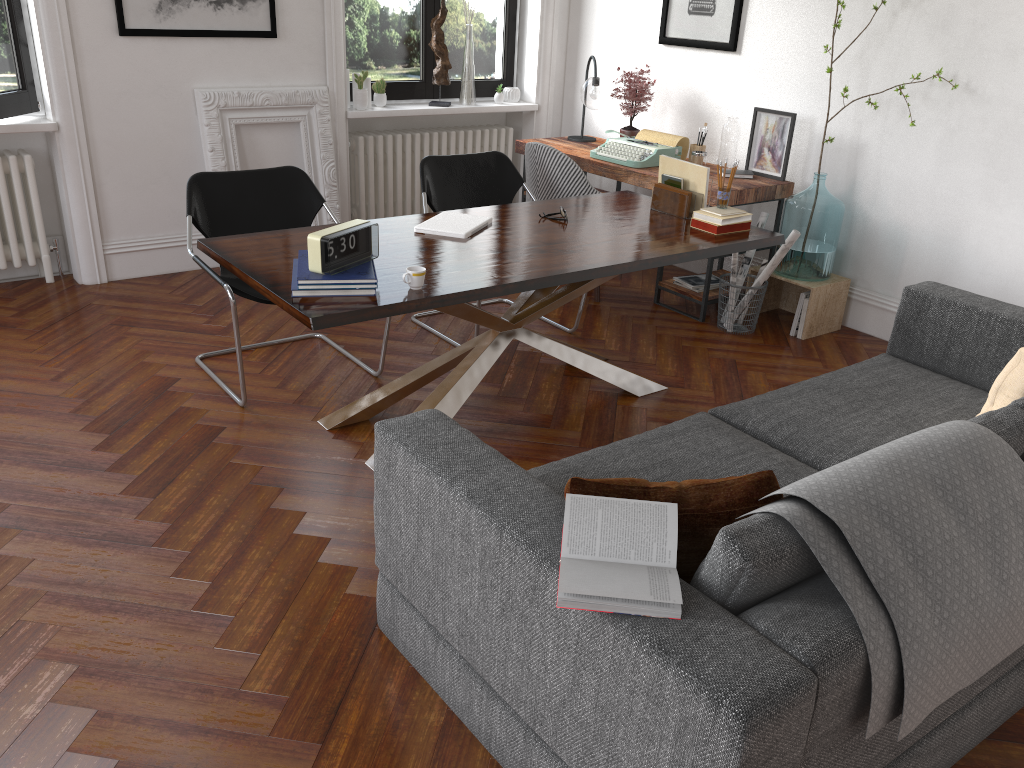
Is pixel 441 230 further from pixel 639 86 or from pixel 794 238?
pixel 639 86

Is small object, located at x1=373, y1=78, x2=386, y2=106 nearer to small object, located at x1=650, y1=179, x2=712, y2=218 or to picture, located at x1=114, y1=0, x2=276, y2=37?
picture, located at x1=114, y1=0, x2=276, y2=37

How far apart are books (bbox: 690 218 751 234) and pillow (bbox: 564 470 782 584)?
2.13m

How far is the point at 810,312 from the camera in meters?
4.8 m

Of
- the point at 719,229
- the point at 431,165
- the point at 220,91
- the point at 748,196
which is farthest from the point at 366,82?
the point at 719,229

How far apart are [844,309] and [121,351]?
3.8m

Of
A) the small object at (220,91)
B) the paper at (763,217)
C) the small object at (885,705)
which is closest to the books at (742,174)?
the paper at (763,217)

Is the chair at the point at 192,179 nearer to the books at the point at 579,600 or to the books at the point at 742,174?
the books at the point at 579,600

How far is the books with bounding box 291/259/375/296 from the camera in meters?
2.8

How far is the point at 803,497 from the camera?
1.7 meters
